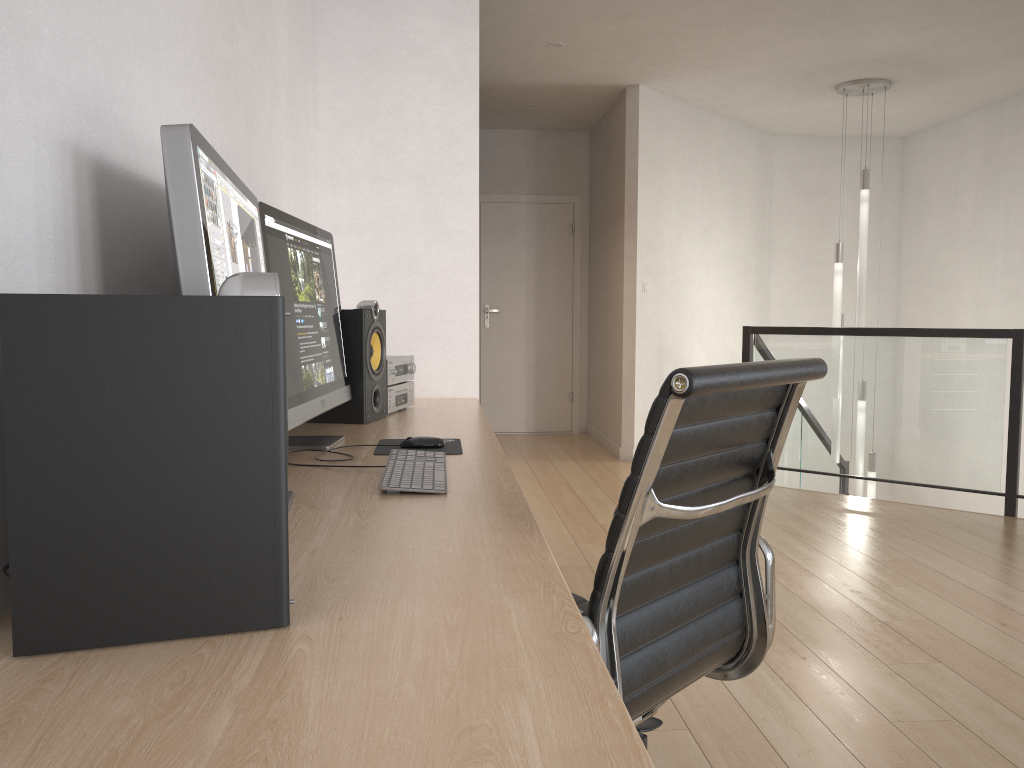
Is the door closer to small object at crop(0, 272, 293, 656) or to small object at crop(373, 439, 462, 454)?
small object at crop(373, 439, 462, 454)

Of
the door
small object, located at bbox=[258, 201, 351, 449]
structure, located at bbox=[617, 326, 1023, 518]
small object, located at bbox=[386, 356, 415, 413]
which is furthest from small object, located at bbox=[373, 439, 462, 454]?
the door

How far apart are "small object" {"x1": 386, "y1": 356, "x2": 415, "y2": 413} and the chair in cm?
112

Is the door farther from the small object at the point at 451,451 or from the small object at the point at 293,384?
the small object at the point at 451,451

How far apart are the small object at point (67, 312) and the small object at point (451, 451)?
1.12m

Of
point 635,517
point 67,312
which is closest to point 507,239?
point 635,517

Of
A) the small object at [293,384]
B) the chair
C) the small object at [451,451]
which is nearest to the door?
the small object at [293,384]

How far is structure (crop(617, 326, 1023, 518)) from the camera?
4.80m

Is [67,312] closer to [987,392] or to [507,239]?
[987,392]

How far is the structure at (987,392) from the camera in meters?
4.8
